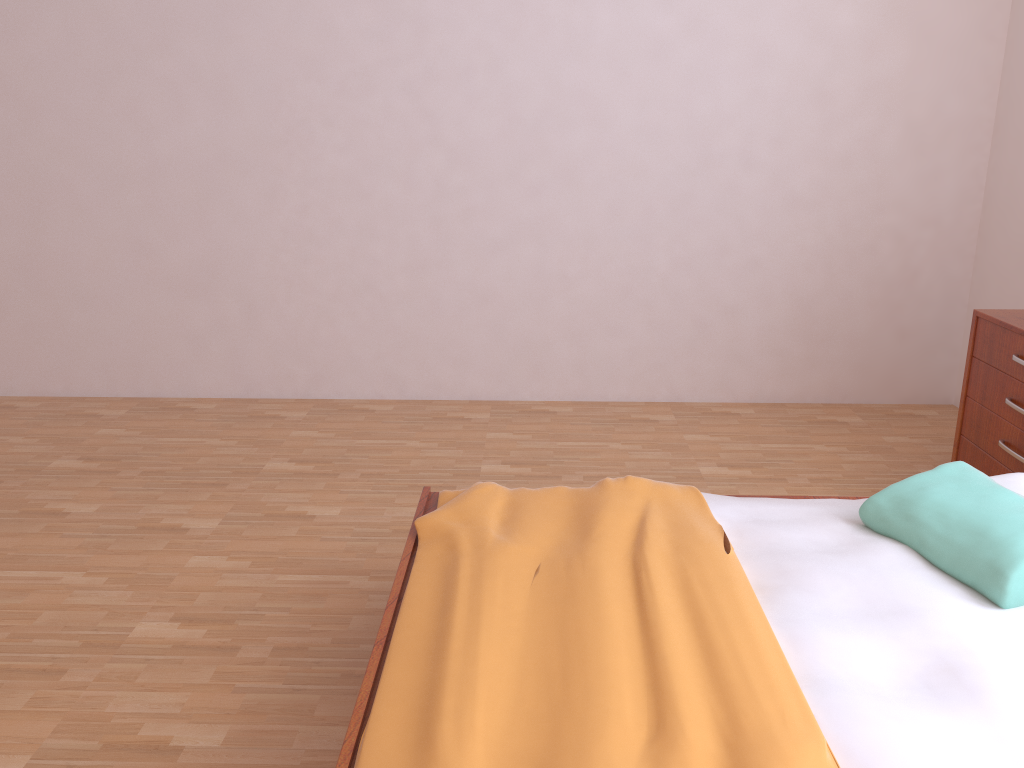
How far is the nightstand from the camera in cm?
280

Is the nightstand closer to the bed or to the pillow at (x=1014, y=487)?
the pillow at (x=1014, y=487)

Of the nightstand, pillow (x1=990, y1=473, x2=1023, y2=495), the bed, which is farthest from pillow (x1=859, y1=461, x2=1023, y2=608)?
the nightstand

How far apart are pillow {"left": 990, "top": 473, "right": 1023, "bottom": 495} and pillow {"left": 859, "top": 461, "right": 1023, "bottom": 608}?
0.13m

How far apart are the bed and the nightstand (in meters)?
0.82

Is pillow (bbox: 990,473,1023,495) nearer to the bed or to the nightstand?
the bed

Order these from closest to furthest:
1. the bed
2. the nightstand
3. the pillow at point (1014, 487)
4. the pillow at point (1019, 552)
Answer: the bed, the pillow at point (1019, 552), the pillow at point (1014, 487), the nightstand

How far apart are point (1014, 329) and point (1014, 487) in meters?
0.9

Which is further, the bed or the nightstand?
the nightstand

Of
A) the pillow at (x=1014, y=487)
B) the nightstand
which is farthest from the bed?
the nightstand
